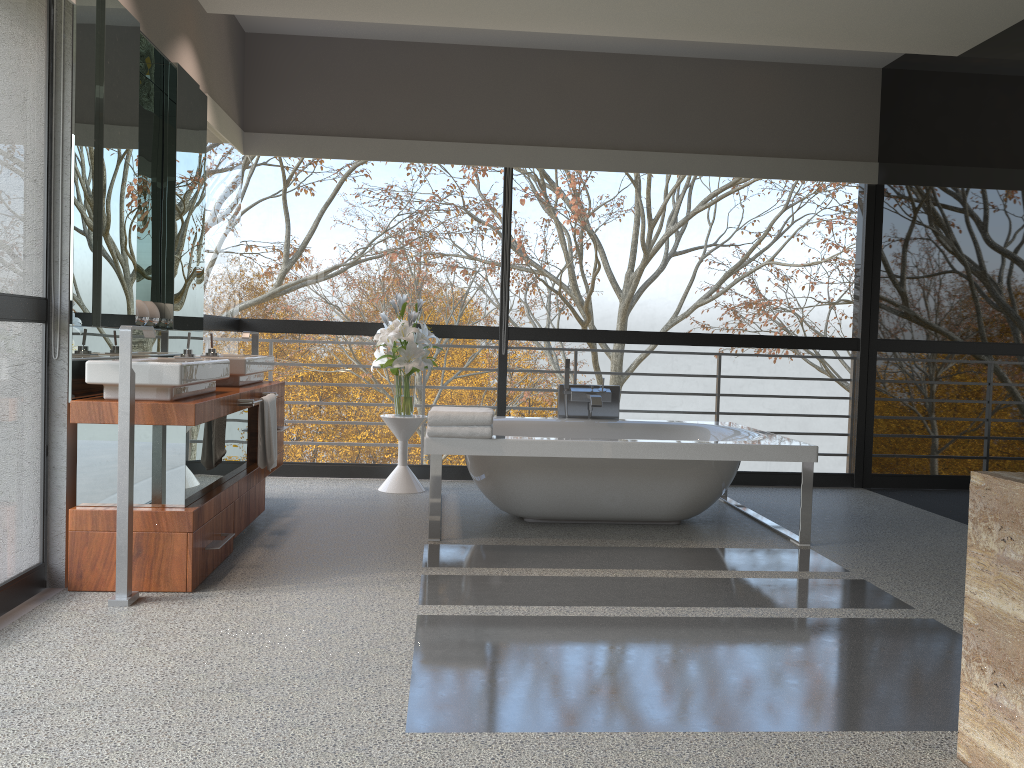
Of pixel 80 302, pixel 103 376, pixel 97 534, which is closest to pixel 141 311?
pixel 80 302

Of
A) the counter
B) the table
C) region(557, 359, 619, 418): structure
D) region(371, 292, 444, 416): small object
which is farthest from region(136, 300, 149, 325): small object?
region(557, 359, 619, 418): structure

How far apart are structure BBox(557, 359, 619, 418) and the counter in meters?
1.7 m

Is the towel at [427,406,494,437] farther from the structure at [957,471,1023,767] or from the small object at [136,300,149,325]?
the structure at [957,471,1023,767]

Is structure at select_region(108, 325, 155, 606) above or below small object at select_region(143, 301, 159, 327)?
below

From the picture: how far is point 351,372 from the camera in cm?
3720

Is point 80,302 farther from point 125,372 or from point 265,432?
point 265,432

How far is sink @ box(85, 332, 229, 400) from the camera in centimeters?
329cm

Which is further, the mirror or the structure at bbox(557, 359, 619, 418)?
the structure at bbox(557, 359, 619, 418)

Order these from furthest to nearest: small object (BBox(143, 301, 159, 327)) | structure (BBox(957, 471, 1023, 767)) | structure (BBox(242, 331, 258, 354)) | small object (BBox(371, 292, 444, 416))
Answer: small object (BBox(371, 292, 444, 416)) → structure (BBox(242, 331, 258, 354)) → small object (BBox(143, 301, 159, 327)) → structure (BBox(957, 471, 1023, 767))
